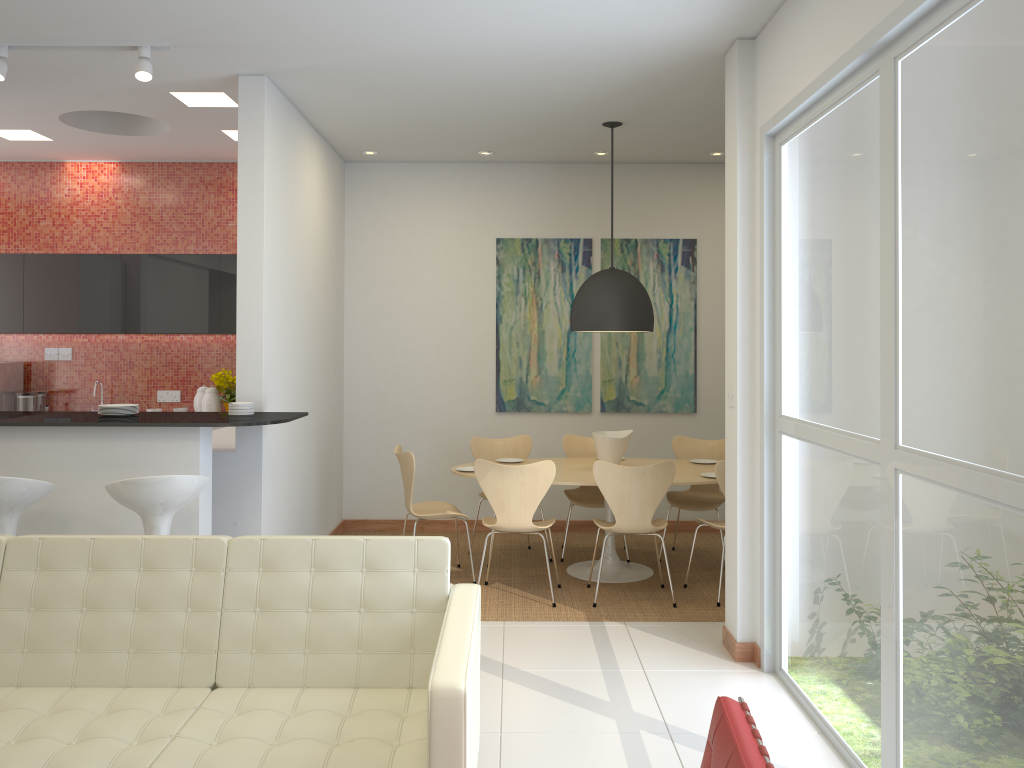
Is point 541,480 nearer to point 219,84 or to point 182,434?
point 182,434

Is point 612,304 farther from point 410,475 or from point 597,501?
point 410,475

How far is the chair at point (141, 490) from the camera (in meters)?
4.00

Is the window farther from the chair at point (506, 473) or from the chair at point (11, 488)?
the chair at point (11, 488)

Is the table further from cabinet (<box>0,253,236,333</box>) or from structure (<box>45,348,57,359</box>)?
structure (<box>45,348,57,359</box>)

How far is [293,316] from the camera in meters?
5.9 m

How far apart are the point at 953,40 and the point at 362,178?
5.7 meters

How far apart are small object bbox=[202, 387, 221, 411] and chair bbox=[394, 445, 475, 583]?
1.9m

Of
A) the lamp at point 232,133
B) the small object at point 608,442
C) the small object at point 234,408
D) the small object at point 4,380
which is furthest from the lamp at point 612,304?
the small object at point 4,380

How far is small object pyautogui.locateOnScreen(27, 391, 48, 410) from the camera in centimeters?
752cm
